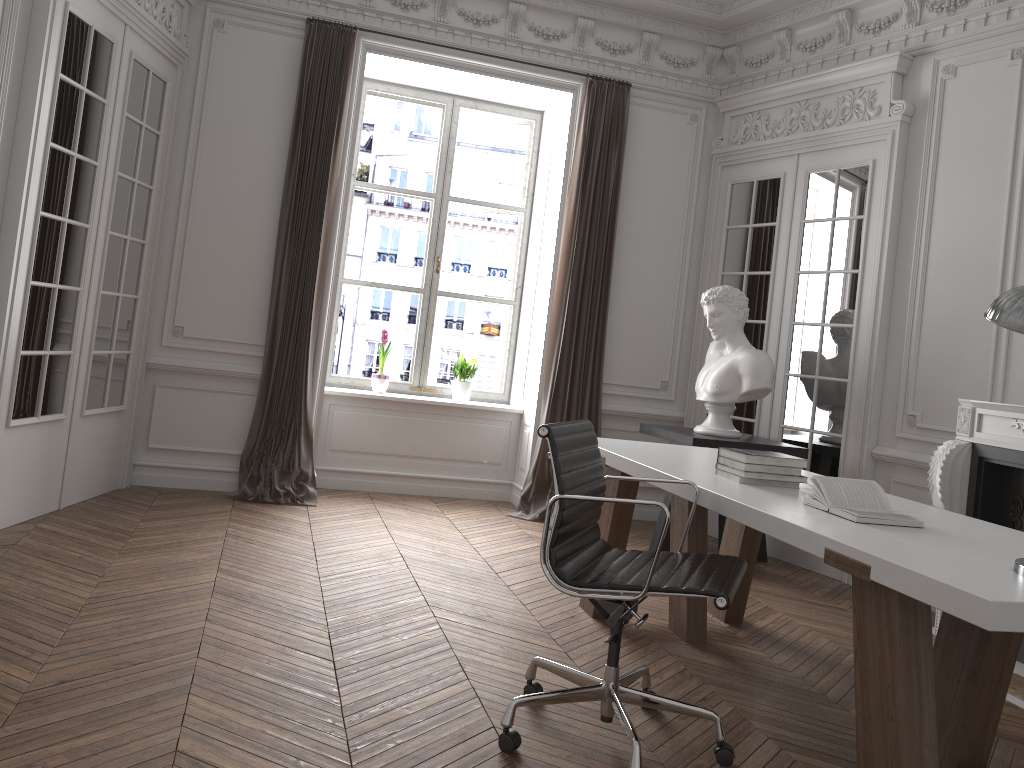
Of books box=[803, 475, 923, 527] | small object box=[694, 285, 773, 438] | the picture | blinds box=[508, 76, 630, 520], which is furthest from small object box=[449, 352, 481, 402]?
books box=[803, 475, 923, 527]

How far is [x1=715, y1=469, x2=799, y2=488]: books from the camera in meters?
3.2 m

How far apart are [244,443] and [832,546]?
4.37m

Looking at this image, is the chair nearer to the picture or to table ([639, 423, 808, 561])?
table ([639, 423, 808, 561])

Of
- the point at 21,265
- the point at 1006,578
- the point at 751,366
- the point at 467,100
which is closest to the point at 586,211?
the point at 467,100

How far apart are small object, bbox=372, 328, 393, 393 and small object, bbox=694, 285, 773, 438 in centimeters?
230cm

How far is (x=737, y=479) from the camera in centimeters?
319cm

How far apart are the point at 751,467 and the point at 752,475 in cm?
3

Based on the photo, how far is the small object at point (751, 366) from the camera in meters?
5.2 m

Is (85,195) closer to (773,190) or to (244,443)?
(244,443)
